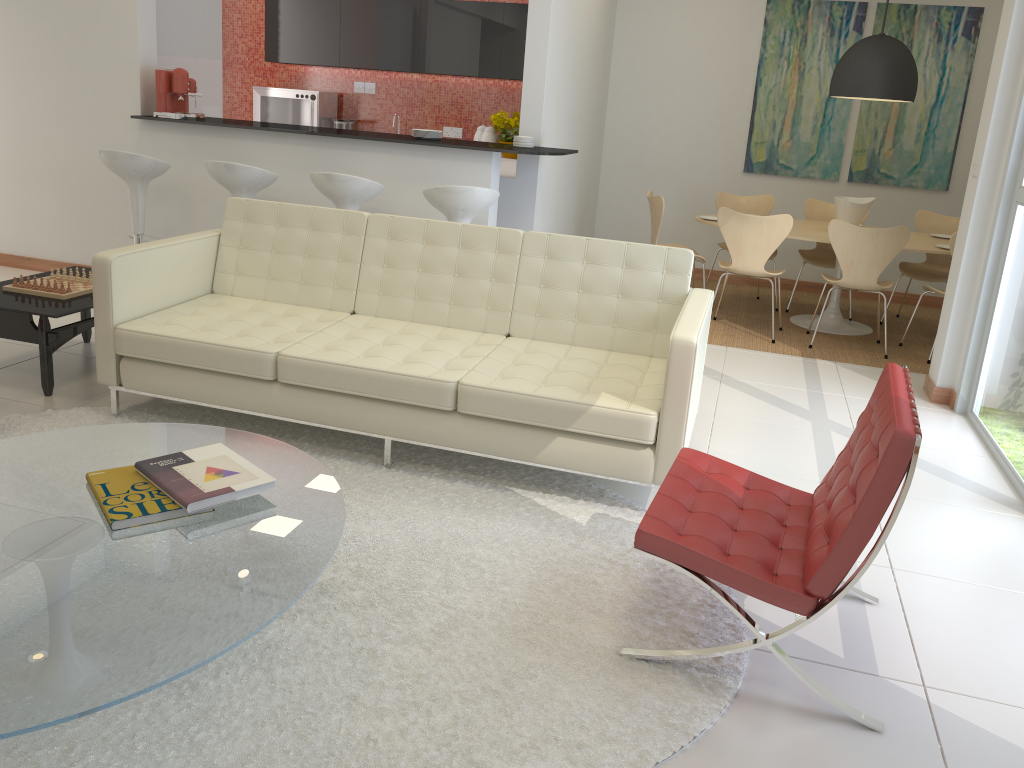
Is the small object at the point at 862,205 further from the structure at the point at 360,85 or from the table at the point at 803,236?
the structure at the point at 360,85

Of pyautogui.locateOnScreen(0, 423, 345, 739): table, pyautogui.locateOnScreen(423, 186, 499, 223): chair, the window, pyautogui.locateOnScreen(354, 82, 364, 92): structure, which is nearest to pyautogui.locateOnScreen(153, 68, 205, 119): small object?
pyautogui.locateOnScreen(423, 186, 499, 223): chair

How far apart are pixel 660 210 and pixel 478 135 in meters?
2.5

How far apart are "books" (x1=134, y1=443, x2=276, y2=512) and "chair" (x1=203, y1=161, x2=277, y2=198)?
3.2m

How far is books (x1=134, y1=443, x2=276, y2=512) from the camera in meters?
2.3 m

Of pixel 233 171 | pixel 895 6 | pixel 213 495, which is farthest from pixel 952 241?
pixel 213 495

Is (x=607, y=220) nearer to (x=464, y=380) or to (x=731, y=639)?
(x=464, y=380)

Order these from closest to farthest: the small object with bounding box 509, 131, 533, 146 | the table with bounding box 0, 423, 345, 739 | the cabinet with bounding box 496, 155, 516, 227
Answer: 1. the table with bounding box 0, 423, 345, 739
2. the small object with bounding box 509, 131, 533, 146
3. the cabinet with bounding box 496, 155, 516, 227

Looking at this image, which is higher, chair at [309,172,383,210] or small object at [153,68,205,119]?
small object at [153,68,205,119]

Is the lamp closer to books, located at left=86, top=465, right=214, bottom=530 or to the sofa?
the sofa
